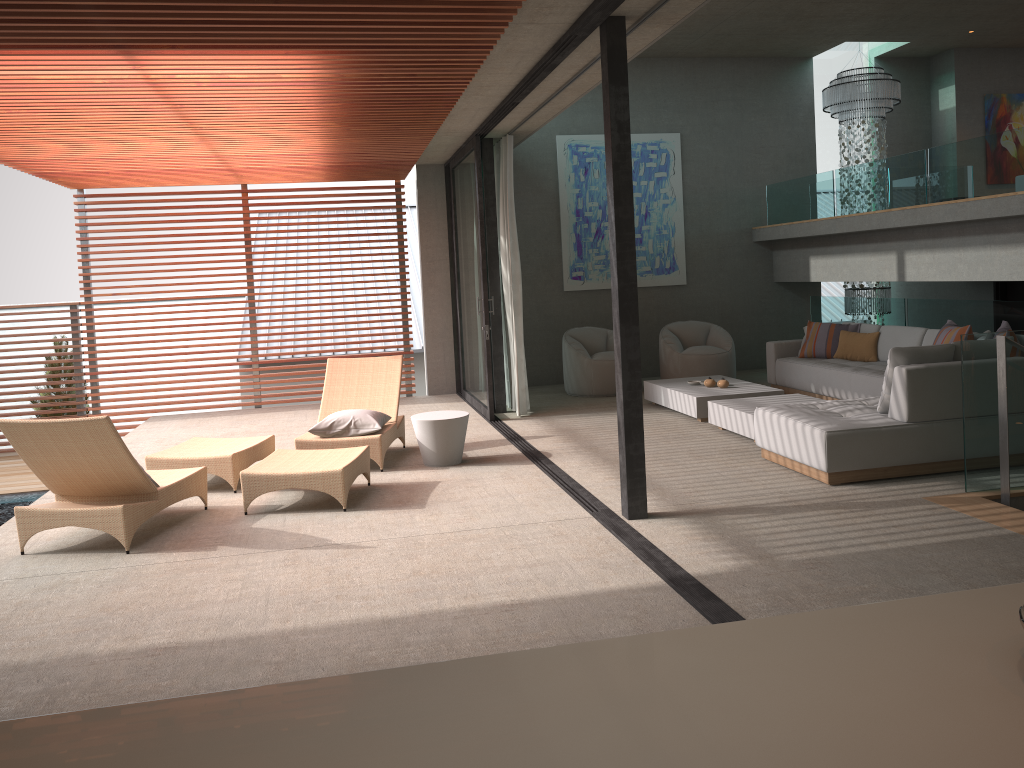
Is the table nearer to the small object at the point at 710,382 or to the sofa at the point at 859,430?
the sofa at the point at 859,430

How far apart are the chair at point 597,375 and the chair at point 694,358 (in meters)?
0.63

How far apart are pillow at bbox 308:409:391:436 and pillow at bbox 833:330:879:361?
5.0m

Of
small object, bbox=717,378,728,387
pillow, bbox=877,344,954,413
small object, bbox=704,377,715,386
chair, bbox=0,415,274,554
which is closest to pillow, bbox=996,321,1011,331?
pillow, bbox=877,344,954,413

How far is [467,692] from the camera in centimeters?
128cm

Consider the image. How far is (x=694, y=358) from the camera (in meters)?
10.49

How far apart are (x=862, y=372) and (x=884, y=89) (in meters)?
5.01

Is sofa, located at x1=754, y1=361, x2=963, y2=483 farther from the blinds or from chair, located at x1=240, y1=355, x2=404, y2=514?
the blinds

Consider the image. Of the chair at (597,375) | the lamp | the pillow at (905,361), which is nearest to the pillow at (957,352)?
the pillow at (905,361)

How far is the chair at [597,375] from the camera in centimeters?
1035cm
